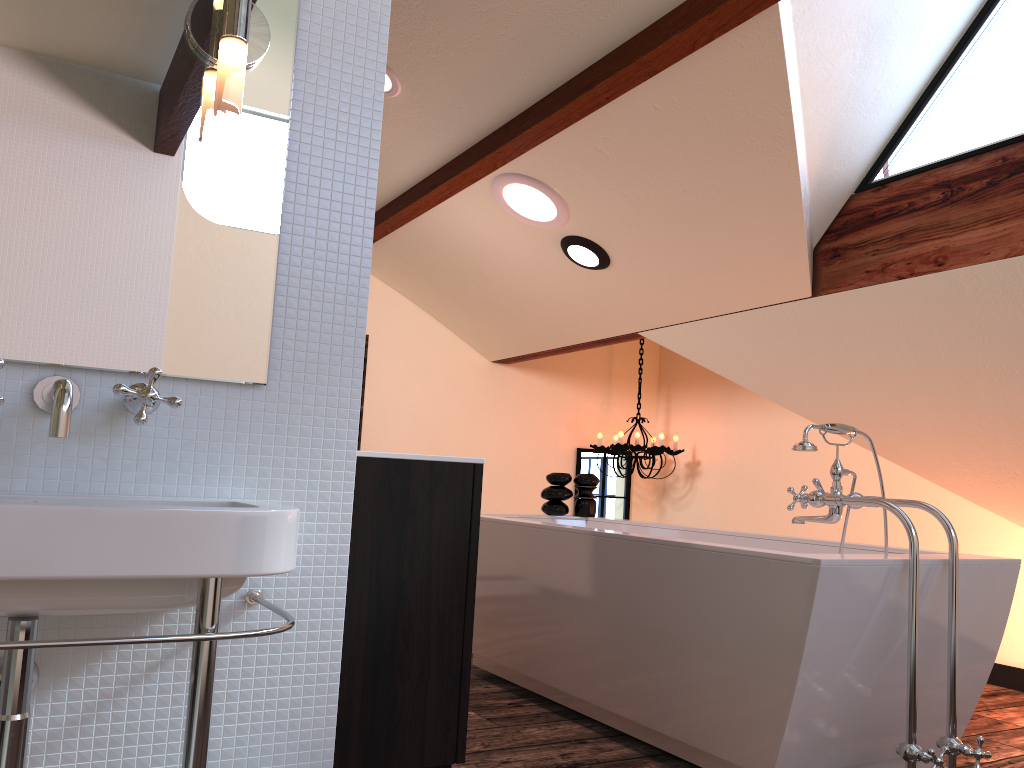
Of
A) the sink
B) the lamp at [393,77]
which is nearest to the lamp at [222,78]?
the sink

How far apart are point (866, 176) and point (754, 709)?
1.97m

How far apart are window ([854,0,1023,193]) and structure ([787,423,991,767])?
1.1 meters

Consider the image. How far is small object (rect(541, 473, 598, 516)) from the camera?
4.10m

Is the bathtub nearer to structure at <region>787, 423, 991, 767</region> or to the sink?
structure at <region>787, 423, 991, 767</region>

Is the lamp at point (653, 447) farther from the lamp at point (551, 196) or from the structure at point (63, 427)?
the structure at point (63, 427)

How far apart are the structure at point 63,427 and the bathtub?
1.5 meters

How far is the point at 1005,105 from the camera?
2.8m

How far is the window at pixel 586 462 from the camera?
5.91m

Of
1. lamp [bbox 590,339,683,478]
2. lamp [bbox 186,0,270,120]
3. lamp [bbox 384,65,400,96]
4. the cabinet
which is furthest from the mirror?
lamp [bbox 590,339,683,478]
